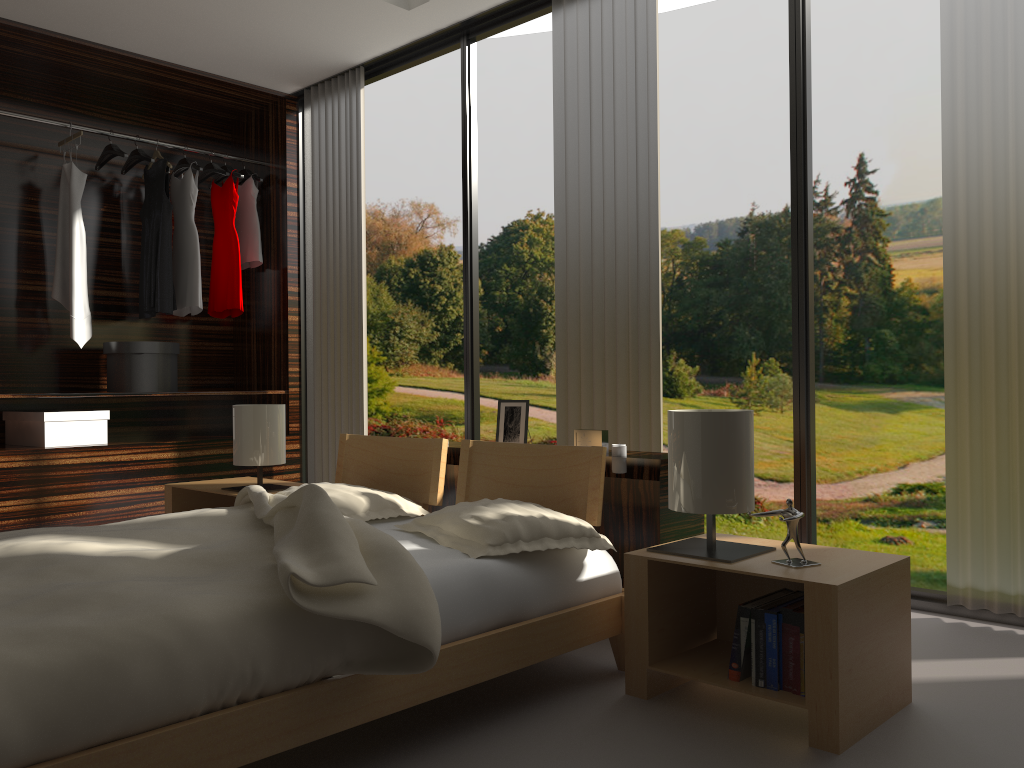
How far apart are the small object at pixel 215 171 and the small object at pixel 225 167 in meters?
0.0 m

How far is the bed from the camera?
1.30m

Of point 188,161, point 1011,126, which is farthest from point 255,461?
point 1011,126

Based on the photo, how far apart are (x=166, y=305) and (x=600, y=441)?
3.0m

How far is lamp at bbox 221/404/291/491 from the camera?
3.3m

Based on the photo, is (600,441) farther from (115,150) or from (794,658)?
(115,150)

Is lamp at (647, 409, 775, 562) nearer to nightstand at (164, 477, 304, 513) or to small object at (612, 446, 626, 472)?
small object at (612, 446, 626, 472)

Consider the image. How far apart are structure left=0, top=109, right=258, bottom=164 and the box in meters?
1.5

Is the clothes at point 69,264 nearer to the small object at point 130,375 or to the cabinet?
the small object at point 130,375

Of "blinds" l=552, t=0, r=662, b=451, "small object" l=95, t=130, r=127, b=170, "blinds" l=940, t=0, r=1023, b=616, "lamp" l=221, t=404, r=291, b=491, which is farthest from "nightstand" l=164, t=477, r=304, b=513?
"blinds" l=940, t=0, r=1023, b=616
